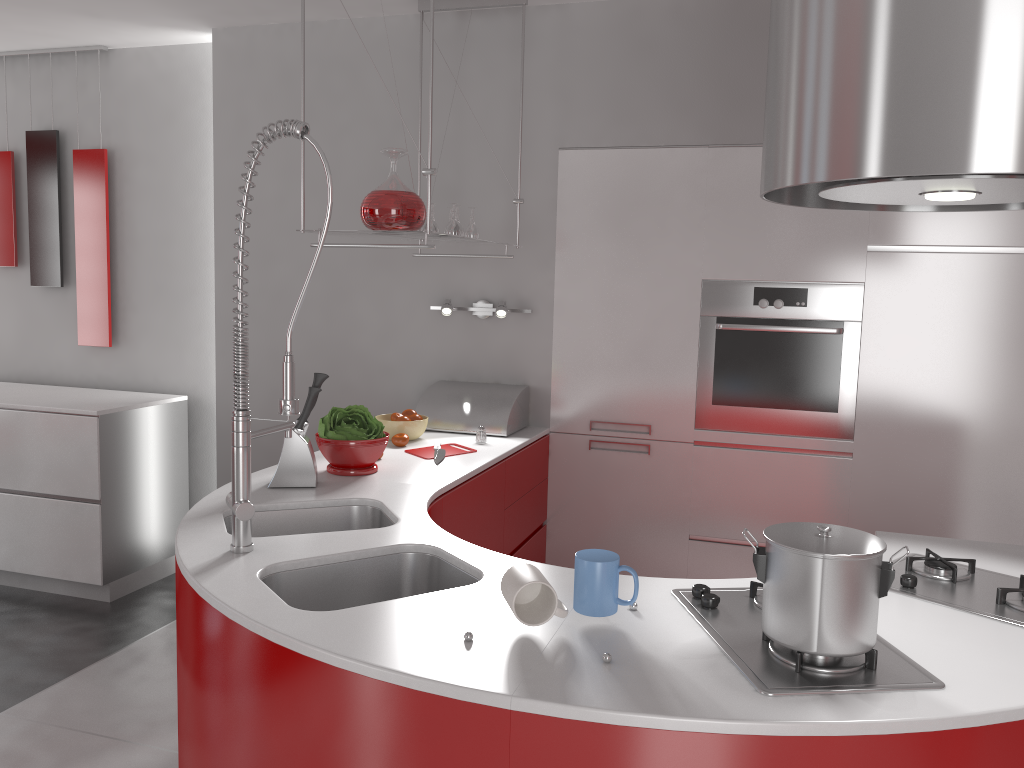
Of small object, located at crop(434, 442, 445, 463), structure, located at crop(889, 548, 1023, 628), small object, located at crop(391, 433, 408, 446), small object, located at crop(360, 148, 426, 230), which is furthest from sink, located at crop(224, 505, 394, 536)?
structure, located at crop(889, 548, 1023, 628)

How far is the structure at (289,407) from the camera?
1.9m

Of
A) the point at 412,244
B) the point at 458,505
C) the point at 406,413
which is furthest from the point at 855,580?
the point at 406,413

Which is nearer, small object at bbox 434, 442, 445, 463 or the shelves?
the shelves

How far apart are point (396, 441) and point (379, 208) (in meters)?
0.87

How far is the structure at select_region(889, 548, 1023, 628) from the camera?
1.7 meters

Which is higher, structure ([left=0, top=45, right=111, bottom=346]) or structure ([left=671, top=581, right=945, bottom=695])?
structure ([left=0, top=45, right=111, bottom=346])

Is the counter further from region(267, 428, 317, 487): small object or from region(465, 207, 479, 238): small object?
region(465, 207, 479, 238): small object

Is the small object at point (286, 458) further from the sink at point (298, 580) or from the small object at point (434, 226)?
the small object at point (434, 226)

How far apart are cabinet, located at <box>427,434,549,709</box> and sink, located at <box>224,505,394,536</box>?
0.15m
